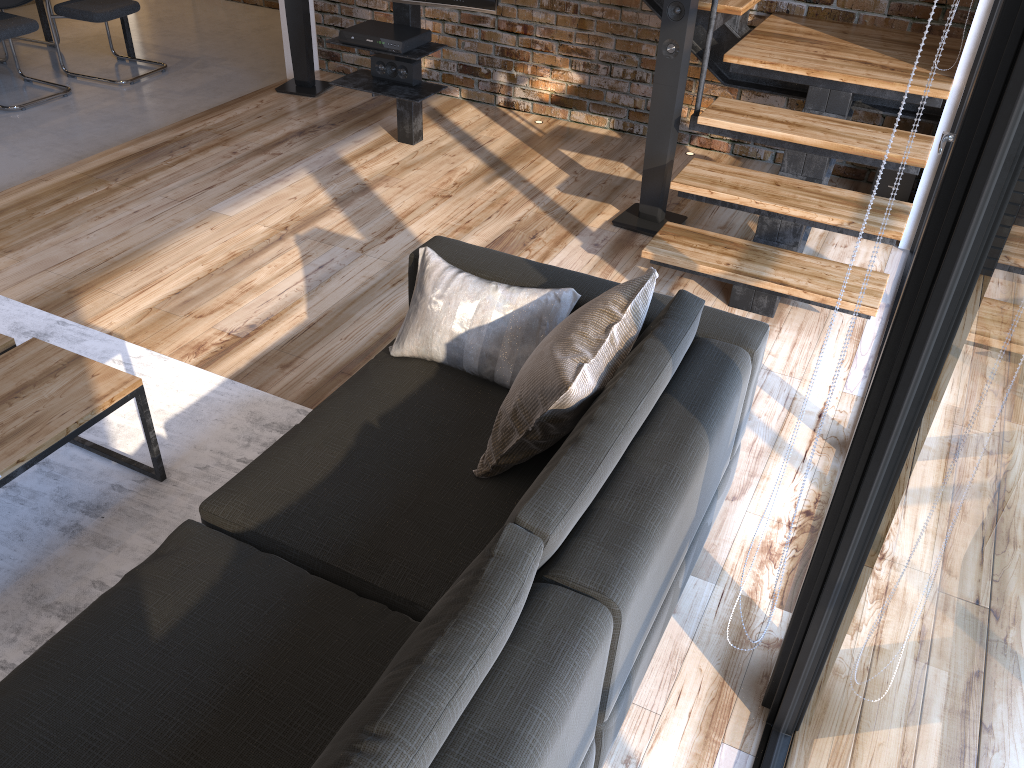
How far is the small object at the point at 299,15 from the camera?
5.13m

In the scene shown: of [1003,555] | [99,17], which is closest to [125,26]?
[99,17]

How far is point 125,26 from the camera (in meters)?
6.28

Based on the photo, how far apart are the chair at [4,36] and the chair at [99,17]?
0.3 meters

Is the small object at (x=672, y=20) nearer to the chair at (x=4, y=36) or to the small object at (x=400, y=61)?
the small object at (x=400, y=61)

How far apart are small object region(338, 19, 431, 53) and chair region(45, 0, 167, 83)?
2.5 meters

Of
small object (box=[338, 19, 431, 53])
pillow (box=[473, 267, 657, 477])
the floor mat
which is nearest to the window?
pillow (box=[473, 267, 657, 477])

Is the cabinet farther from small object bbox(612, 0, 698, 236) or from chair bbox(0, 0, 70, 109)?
small object bbox(612, 0, 698, 236)

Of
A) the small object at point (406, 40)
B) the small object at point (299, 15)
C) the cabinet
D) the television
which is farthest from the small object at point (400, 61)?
the cabinet

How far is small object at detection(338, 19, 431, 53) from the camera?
4.16m
